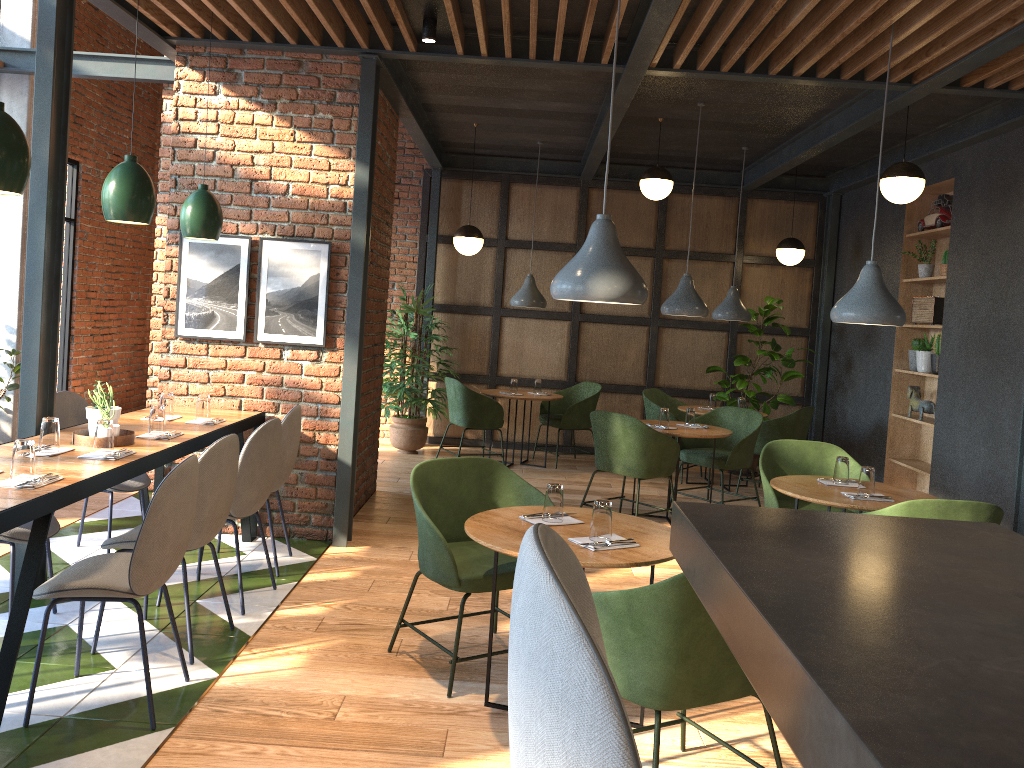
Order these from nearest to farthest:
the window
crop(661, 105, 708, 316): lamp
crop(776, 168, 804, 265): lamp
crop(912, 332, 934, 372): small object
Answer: crop(661, 105, 708, 316): lamp < crop(912, 332, 934, 372): small object < crop(776, 168, 804, 265): lamp < the window

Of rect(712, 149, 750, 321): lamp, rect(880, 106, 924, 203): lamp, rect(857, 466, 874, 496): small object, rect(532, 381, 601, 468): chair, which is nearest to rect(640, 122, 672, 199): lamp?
rect(712, 149, 750, 321): lamp

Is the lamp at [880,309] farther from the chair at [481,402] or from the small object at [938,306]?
→ the chair at [481,402]

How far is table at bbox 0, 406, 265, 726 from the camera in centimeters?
282cm

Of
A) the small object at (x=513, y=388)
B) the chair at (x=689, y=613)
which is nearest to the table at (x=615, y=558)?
the chair at (x=689, y=613)

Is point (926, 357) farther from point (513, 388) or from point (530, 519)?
point (530, 519)

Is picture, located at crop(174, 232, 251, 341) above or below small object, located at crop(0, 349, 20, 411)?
Result: above

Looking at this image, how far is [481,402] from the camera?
8.1 meters

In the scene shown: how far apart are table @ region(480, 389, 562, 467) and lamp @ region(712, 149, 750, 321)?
1.7 meters

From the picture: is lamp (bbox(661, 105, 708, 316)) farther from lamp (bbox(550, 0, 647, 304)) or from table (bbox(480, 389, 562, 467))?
lamp (bbox(550, 0, 647, 304))
